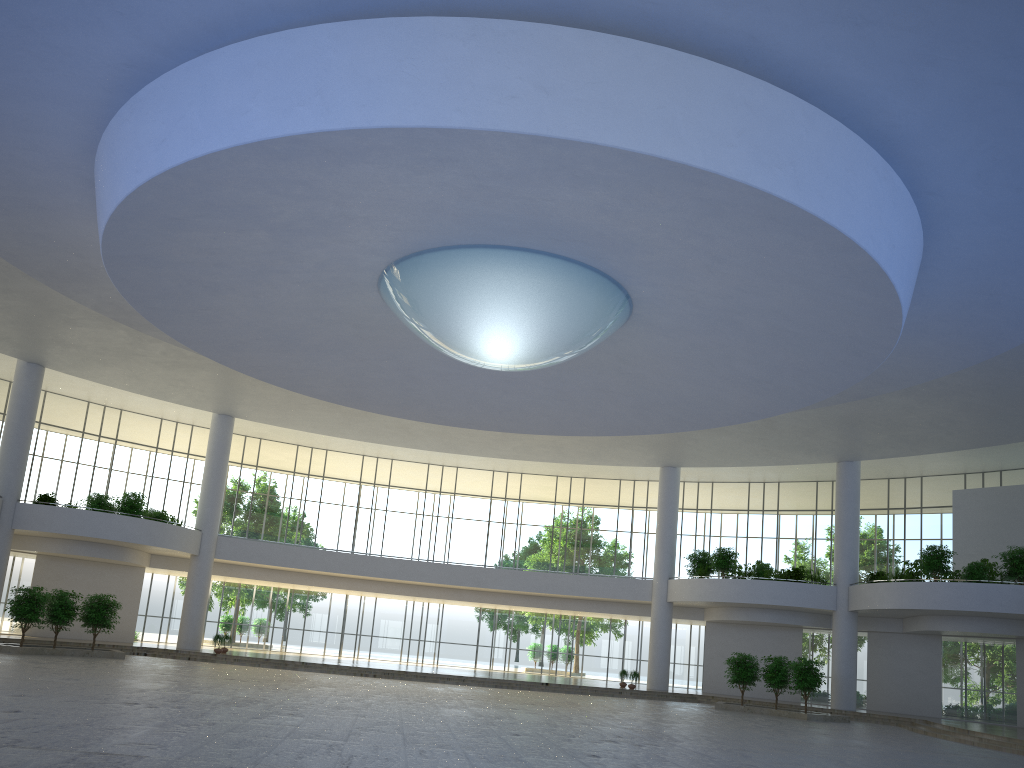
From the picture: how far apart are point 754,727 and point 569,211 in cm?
3098

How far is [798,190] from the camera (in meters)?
28.10

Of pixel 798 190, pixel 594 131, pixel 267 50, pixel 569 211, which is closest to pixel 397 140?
pixel 267 50
